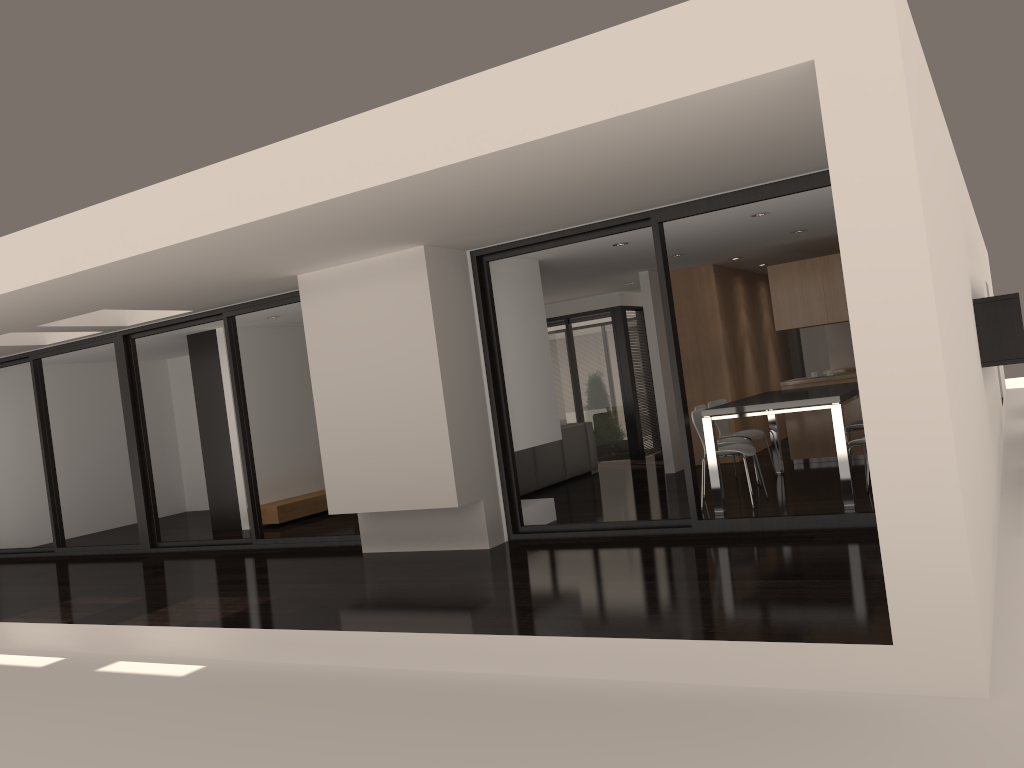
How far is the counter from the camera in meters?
9.4 m

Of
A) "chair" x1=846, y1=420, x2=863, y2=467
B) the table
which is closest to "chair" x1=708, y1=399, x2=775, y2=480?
the table

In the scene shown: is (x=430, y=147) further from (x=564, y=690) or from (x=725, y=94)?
(x=564, y=690)

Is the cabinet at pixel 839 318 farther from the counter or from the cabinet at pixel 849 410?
the cabinet at pixel 849 410

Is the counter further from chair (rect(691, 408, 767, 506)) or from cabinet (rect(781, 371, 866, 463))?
chair (rect(691, 408, 767, 506))

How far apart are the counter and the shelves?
5.8 meters

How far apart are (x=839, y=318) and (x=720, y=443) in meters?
2.4 m

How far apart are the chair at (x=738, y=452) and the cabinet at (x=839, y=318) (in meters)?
2.49

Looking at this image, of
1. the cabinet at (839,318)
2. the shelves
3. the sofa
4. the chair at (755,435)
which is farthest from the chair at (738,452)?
the shelves

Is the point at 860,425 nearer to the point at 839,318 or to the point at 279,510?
the point at 839,318
